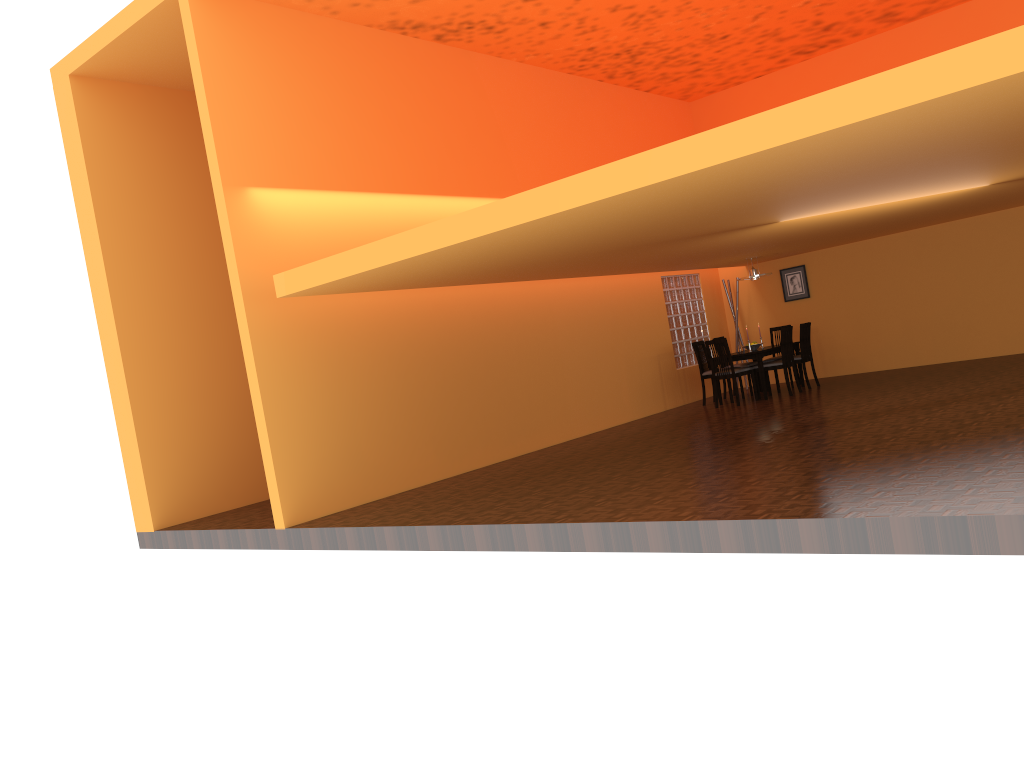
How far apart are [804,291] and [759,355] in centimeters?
229cm

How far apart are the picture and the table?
1.2m

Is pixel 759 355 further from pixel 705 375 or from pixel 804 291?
pixel 804 291

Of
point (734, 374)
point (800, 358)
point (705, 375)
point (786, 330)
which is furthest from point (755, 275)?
point (734, 374)

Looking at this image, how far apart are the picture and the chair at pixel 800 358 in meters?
1.4

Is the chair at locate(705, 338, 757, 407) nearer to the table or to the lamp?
the table

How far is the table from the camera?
10.3m

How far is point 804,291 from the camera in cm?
1209

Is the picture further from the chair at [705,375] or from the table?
the chair at [705,375]

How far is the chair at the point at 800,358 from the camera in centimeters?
1077cm
